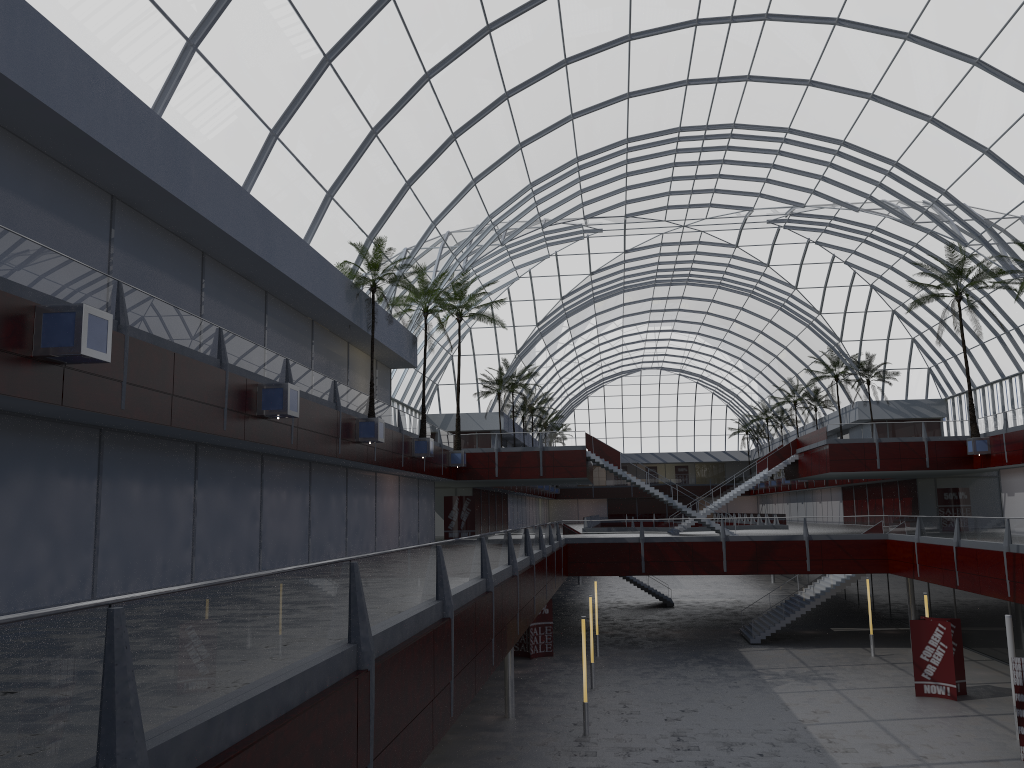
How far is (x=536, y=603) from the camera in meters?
31.9
